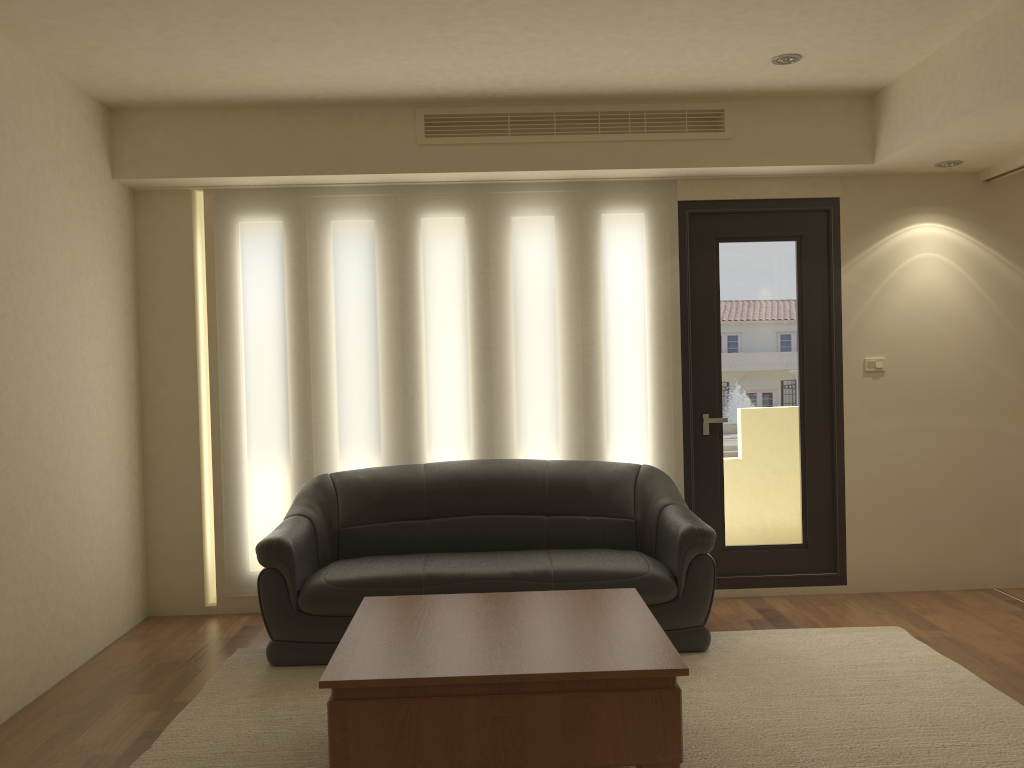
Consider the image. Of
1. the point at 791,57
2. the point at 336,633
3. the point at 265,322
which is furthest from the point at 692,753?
the point at 265,322

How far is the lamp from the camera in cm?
447

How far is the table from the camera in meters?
2.9

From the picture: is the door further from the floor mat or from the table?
the table

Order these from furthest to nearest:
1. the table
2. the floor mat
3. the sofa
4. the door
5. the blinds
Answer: the door
the blinds
the sofa
the floor mat
the table

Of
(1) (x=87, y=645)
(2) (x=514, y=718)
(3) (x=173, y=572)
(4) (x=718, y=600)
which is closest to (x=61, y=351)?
(1) (x=87, y=645)

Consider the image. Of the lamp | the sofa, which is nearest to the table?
the sofa

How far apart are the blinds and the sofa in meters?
0.2

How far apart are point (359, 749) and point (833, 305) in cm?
399

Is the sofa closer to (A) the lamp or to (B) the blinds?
(B) the blinds
